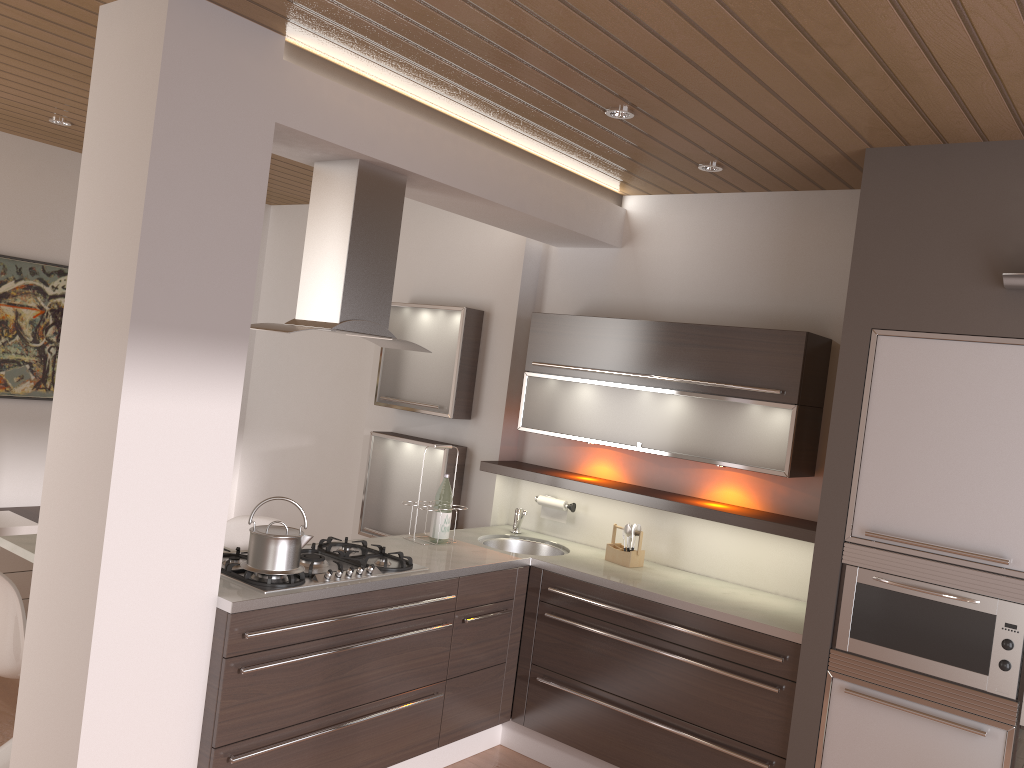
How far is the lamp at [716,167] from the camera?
3.7 meters

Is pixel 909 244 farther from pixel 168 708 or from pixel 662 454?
pixel 168 708

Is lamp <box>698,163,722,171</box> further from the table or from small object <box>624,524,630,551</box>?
the table

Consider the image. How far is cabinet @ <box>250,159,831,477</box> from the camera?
3.26m

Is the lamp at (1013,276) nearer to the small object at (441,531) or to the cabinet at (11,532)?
the small object at (441,531)

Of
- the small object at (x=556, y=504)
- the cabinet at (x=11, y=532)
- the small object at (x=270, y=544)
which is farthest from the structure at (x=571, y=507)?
the cabinet at (x=11, y=532)

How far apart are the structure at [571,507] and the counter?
0.18m

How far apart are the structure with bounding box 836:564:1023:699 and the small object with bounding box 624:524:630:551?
1.16m

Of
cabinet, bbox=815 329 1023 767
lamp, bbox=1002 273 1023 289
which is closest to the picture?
cabinet, bbox=815 329 1023 767

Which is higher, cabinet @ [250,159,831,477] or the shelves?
cabinet @ [250,159,831,477]
